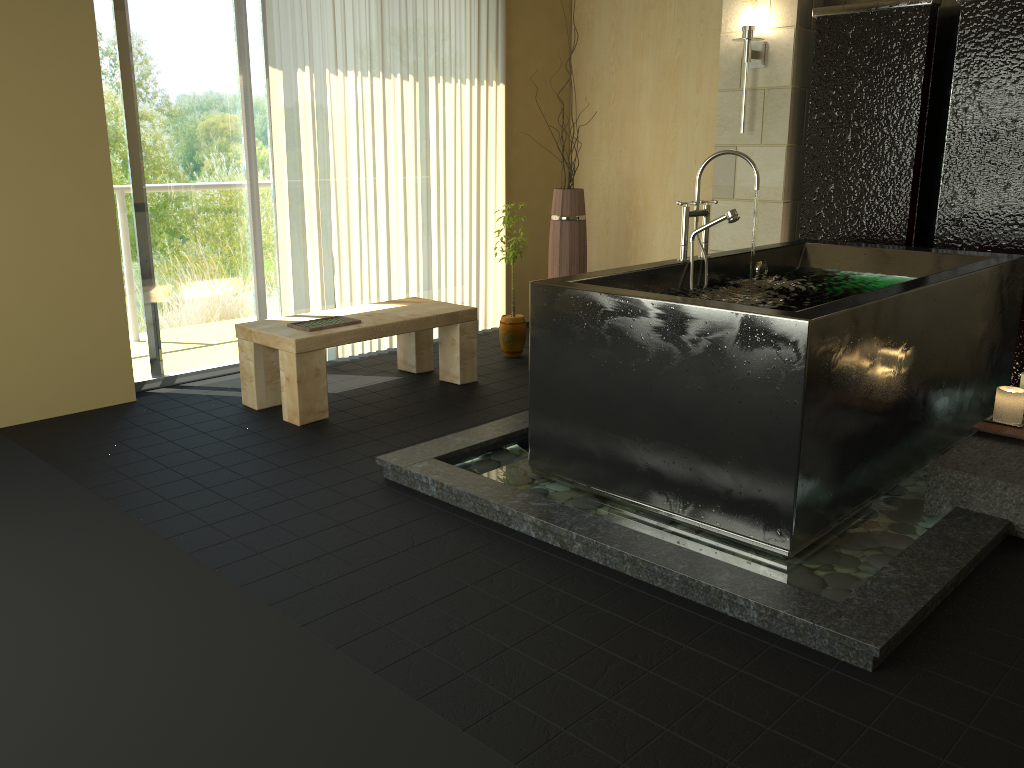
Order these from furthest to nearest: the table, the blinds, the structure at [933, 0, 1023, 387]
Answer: the blinds
the structure at [933, 0, 1023, 387]
the table

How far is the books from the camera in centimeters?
412cm

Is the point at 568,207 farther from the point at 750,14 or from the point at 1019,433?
the point at 1019,433

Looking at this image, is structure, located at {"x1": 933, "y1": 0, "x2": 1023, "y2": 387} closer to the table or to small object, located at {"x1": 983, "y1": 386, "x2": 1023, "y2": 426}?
small object, located at {"x1": 983, "y1": 386, "x2": 1023, "y2": 426}

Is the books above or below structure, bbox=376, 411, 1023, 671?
above

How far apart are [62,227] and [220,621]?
2.5 meters

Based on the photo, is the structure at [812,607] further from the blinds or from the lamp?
the lamp

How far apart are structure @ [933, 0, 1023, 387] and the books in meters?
2.9

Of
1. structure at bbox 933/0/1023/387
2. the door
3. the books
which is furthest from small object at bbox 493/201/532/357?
structure at bbox 933/0/1023/387

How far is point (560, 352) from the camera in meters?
3.1 m
